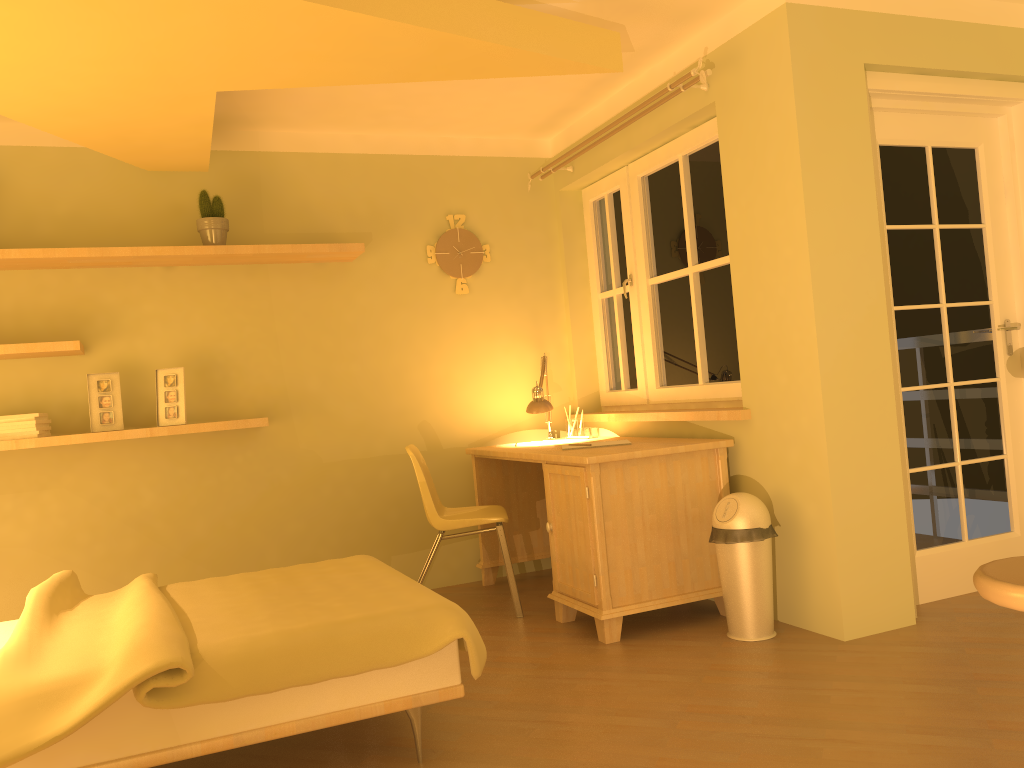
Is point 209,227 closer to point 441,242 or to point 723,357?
point 441,242

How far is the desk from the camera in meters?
3.4

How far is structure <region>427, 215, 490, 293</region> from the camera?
4.74m

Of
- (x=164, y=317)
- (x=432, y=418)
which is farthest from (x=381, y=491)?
(x=164, y=317)

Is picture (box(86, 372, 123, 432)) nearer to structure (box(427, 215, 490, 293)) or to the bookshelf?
the bookshelf

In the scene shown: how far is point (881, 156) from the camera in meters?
3.6 m

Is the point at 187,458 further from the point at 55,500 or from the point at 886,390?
the point at 886,390

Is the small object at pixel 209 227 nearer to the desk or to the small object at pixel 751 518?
the desk

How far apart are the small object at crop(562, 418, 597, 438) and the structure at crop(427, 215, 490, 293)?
0.90m

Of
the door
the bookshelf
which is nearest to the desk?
the door
